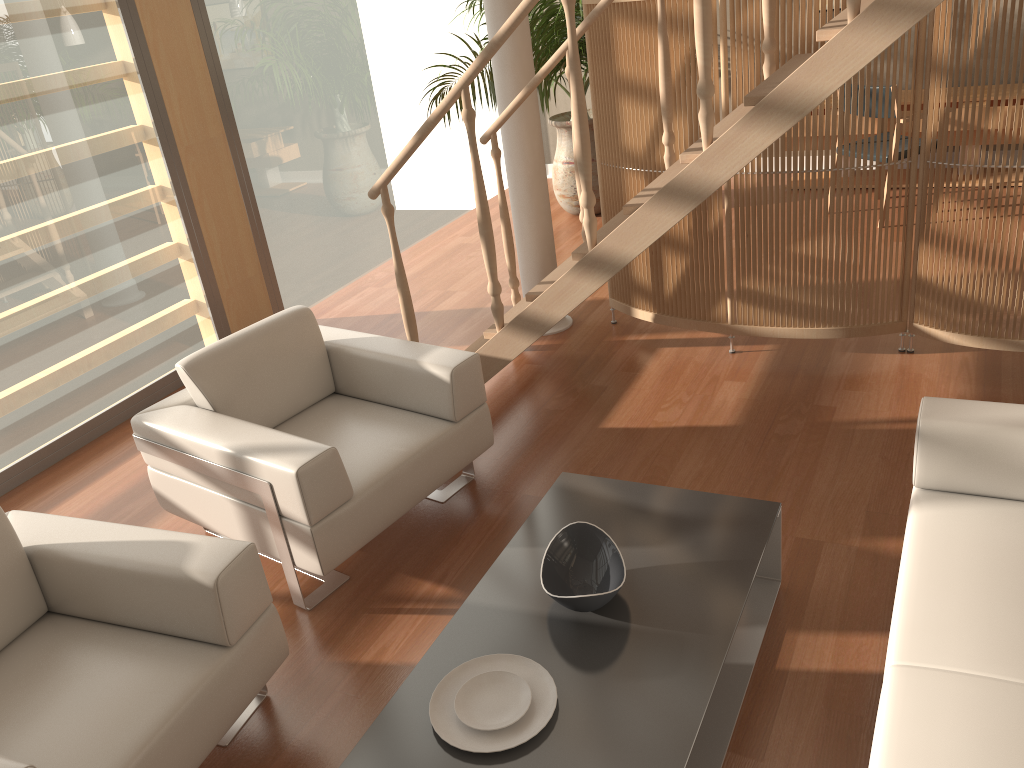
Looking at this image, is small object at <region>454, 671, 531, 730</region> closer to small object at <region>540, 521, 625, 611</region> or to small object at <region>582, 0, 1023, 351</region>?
small object at <region>540, 521, 625, 611</region>

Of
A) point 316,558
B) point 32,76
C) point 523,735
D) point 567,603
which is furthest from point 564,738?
point 32,76

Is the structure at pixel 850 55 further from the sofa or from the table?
the sofa

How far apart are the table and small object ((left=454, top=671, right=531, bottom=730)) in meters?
0.1

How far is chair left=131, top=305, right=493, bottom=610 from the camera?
2.7 meters

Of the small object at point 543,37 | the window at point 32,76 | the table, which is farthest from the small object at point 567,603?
the small object at point 543,37

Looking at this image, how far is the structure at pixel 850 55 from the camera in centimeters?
247cm

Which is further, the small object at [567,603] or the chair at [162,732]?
the small object at [567,603]

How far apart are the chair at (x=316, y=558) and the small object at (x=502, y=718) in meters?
0.8

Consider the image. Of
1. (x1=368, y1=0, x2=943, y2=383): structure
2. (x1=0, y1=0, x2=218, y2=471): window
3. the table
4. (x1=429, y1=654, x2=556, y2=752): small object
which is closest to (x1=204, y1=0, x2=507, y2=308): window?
(x1=0, y1=0, x2=218, y2=471): window
